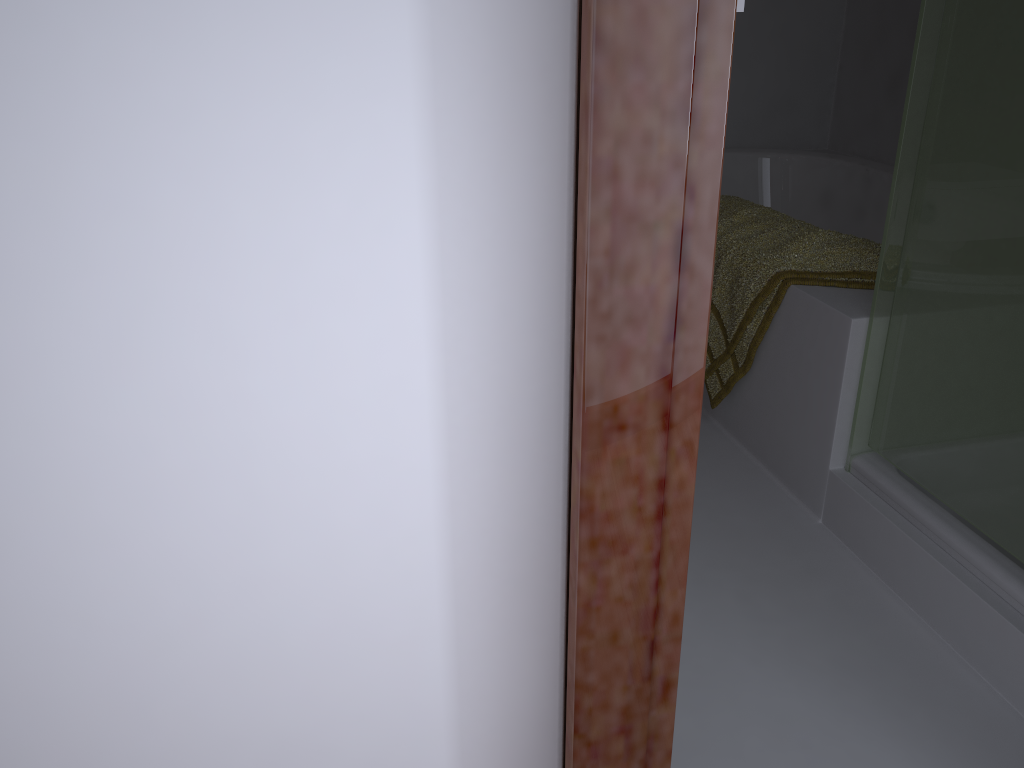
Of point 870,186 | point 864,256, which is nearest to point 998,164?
point 864,256

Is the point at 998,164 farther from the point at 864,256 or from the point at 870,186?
the point at 870,186

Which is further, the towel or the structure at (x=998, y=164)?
the towel

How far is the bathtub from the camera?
2.93m

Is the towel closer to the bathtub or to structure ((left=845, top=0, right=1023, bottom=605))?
structure ((left=845, top=0, right=1023, bottom=605))

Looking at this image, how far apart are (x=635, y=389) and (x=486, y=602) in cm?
21

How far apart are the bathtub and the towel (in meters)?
0.76

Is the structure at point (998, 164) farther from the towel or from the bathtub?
the bathtub

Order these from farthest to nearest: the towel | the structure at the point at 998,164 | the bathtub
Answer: the bathtub
the towel
the structure at the point at 998,164

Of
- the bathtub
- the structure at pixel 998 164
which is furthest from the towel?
the bathtub
